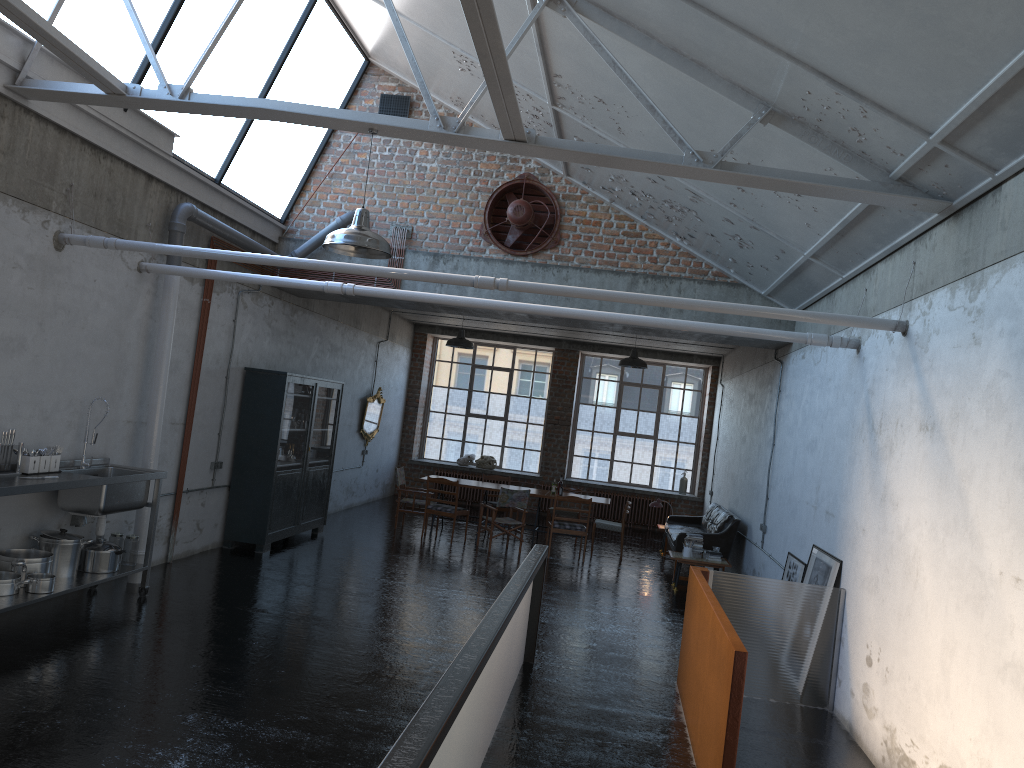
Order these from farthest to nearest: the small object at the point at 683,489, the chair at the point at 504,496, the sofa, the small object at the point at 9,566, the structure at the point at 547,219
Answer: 1. the small object at the point at 683,489
2. the chair at the point at 504,496
3. the sofa
4. the structure at the point at 547,219
5. the small object at the point at 9,566

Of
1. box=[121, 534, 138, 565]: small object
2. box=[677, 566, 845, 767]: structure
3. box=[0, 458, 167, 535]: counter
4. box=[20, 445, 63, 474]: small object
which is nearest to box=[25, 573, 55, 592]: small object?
box=[0, 458, 167, 535]: counter

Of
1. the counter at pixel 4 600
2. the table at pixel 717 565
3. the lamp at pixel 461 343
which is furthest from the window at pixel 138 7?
the table at pixel 717 565

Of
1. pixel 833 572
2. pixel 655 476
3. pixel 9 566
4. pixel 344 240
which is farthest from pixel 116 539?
pixel 655 476

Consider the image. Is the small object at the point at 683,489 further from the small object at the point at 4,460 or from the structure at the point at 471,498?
the small object at the point at 4,460

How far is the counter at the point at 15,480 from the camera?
6.7m

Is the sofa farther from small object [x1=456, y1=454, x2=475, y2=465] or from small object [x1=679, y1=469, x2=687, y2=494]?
small object [x1=456, y1=454, x2=475, y2=465]

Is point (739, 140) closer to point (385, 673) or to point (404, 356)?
point (385, 673)

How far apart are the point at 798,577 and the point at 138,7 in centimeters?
815cm

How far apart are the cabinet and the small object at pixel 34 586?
4.14m
